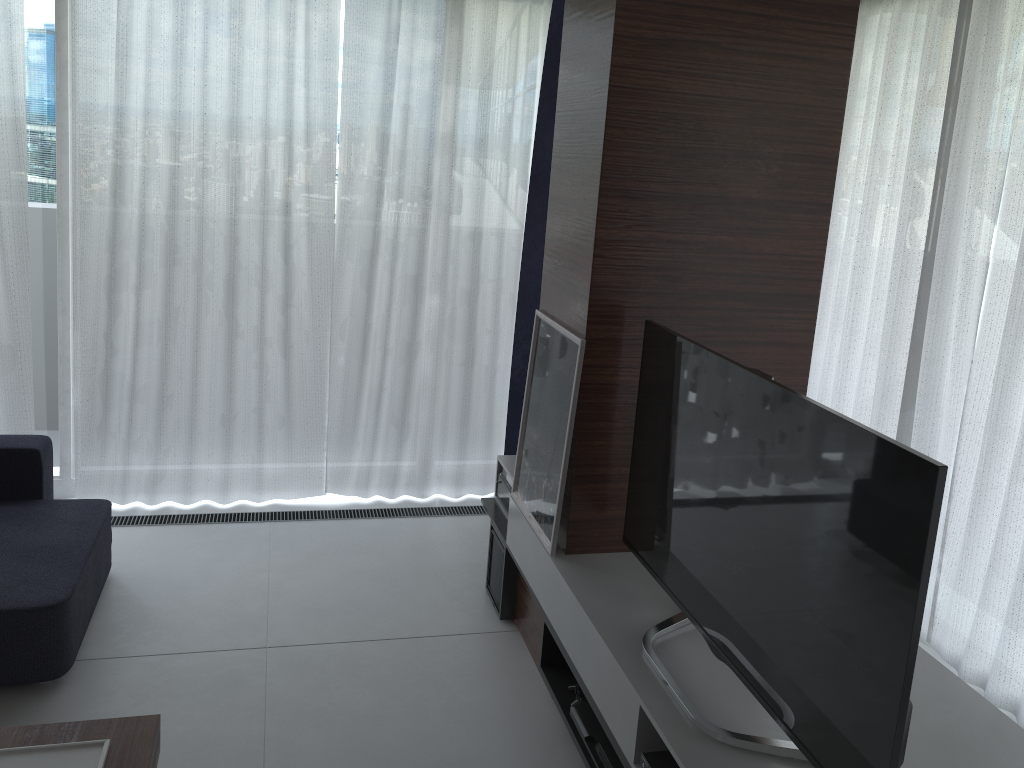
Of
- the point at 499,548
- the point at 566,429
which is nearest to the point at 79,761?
the point at 566,429

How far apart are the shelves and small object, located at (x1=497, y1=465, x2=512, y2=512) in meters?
0.0 m

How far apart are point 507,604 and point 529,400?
0.8m

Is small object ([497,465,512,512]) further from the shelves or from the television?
the television

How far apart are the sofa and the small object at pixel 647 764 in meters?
1.8 m

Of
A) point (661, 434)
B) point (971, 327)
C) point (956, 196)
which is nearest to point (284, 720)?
point (661, 434)

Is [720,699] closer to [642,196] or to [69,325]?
[642,196]

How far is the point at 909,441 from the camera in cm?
352

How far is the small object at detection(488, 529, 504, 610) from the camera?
3.5 meters

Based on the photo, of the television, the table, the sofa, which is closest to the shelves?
the television
